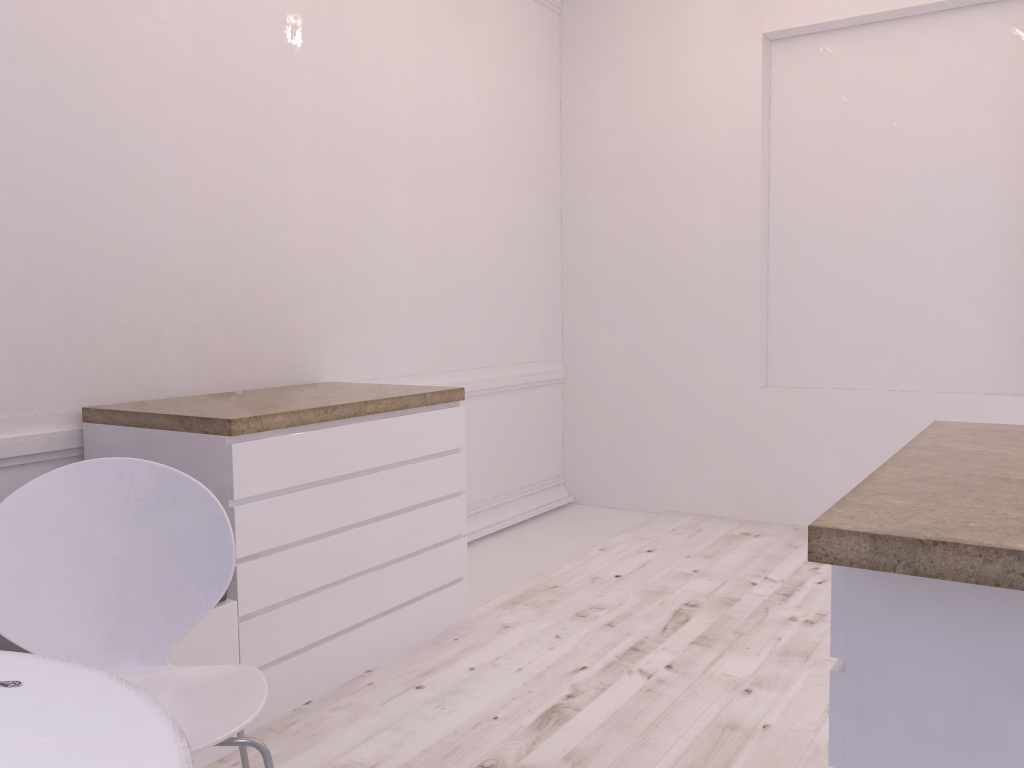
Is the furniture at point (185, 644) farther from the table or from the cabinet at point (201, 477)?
the table

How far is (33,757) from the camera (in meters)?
0.97

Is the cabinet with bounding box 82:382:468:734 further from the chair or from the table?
the table

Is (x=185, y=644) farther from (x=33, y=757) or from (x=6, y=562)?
(x=33, y=757)

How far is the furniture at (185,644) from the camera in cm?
212

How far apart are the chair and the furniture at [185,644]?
0.22m

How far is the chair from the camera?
1.57m

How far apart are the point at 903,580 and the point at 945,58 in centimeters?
377cm

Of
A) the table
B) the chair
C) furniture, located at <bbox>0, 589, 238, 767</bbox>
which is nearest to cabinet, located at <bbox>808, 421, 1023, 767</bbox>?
the table

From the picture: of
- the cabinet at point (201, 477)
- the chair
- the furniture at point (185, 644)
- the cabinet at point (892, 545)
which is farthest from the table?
the cabinet at point (201, 477)
